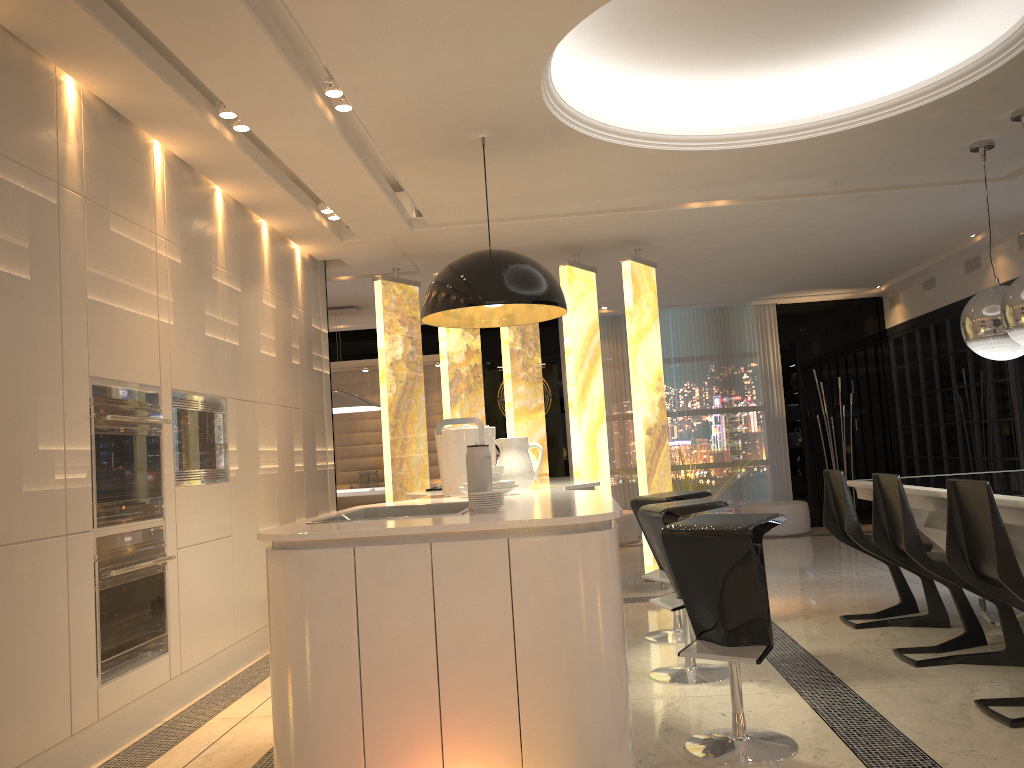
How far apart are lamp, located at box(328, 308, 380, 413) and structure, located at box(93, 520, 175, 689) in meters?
4.4 m

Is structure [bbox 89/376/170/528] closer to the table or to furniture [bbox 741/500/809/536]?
the table

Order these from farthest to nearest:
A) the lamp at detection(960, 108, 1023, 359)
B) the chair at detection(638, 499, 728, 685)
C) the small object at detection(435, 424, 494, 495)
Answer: the lamp at detection(960, 108, 1023, 359) < the small object at detection(435, 424, 494, 495) < the chair at detection(638, 499, 728, 685)

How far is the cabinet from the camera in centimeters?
231cm

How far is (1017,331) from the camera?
4.4 meters

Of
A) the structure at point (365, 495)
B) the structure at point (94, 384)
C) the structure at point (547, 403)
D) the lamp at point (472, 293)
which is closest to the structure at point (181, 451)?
the structure at point (94, 384)

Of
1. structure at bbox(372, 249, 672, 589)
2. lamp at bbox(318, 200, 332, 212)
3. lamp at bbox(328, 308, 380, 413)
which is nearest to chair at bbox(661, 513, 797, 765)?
structure at bbox(372, 249, 672, 589)

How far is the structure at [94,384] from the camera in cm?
351

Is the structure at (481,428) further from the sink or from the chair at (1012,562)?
the chair at (1012,562)

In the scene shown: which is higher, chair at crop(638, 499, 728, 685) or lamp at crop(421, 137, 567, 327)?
lamp at crop(421, 137, 567, 327)
